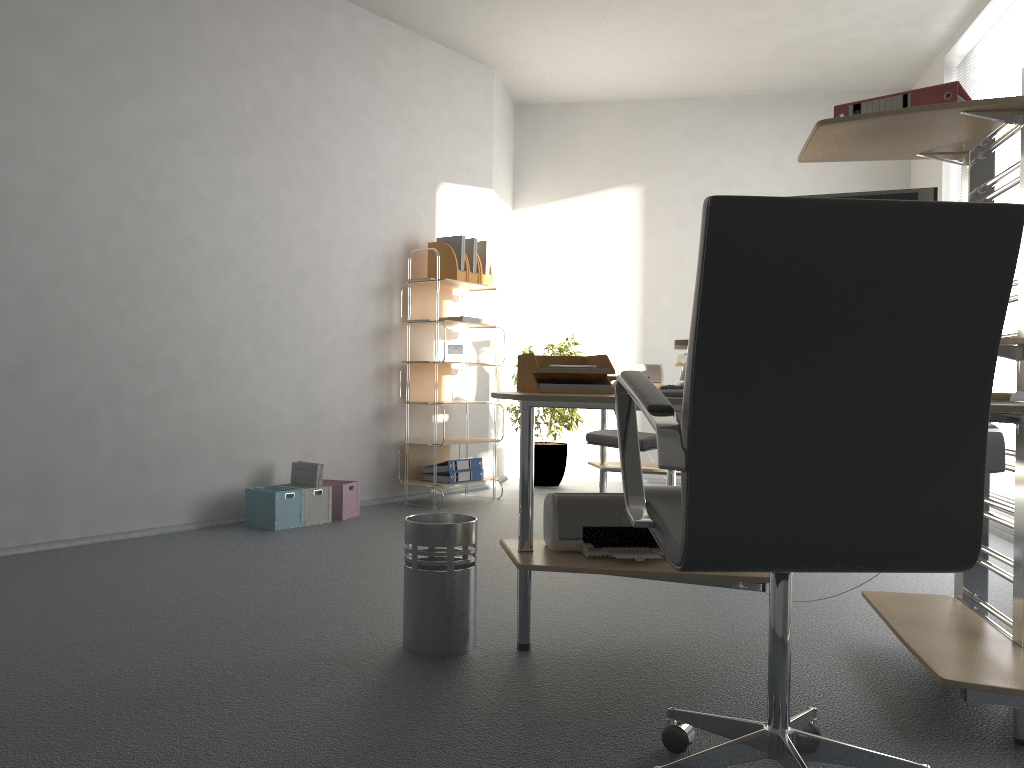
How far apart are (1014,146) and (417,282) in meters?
3.4 m

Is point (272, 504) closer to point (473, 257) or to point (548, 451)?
point (473, 257)

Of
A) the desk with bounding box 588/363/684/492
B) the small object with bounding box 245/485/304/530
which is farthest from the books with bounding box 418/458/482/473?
the small object with bounding box 245/485/304/530

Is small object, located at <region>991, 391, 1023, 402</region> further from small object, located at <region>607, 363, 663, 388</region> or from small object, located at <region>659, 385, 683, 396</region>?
small object, located at <region>607, 363, 663, 388</region>

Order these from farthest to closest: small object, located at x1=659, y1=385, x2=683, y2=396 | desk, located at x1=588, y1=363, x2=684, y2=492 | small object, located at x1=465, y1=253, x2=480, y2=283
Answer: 1. small object, located at x1=465, y1=253, x2=480, y2=283
2. desk, located at x1=588, y1=363, x2=684, y2=492
3. small object, located at x1=659, y1=385, x2=683, y2=396

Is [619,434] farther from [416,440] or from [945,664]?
[416,440]

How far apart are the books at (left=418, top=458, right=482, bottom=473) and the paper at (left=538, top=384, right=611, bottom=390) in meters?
3.0 m

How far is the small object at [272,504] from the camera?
4.45m

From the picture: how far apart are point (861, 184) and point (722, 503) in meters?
6.0

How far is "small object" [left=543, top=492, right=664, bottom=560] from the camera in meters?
2.5
